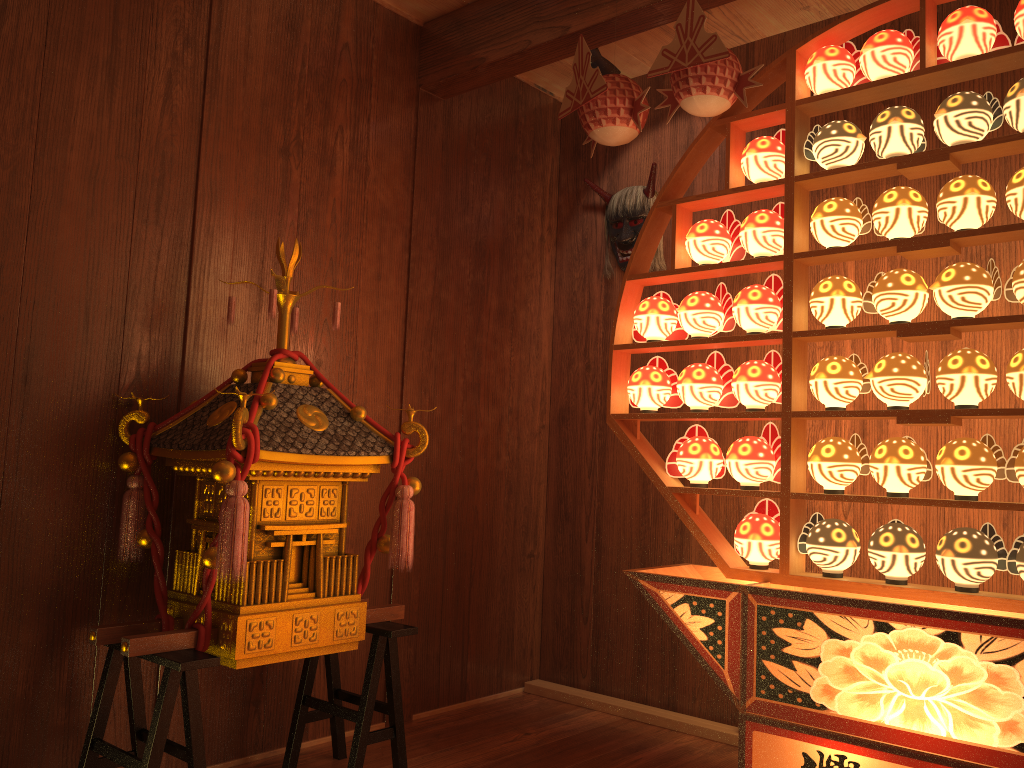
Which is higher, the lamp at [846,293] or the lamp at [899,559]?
the lamp at [846,293]

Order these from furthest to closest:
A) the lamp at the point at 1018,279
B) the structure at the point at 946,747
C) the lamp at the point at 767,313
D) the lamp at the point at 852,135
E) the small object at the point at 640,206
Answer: the small object at the point at 640,206
the lamp at the point at 767,313
the lamp at the point at 852,135
the lamp at the point at 1018,279
the structure at the point at 946,747

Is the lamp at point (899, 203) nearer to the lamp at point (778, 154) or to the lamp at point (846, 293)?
the lamp at point (846, 293)

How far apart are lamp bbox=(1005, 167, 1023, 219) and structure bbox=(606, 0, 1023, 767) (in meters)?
0.04

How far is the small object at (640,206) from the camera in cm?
347

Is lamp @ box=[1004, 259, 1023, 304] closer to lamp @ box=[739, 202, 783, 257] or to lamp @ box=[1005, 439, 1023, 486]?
lamp @ box=[1005, 439, 1023, 486]

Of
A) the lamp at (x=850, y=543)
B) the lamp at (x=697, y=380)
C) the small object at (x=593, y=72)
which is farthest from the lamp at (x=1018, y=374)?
the small object at (x=593, y=72)

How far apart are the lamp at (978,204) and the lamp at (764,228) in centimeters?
42cm

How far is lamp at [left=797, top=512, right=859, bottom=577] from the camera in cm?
225

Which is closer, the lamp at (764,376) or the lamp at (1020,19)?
the lamp at (1020,19)
